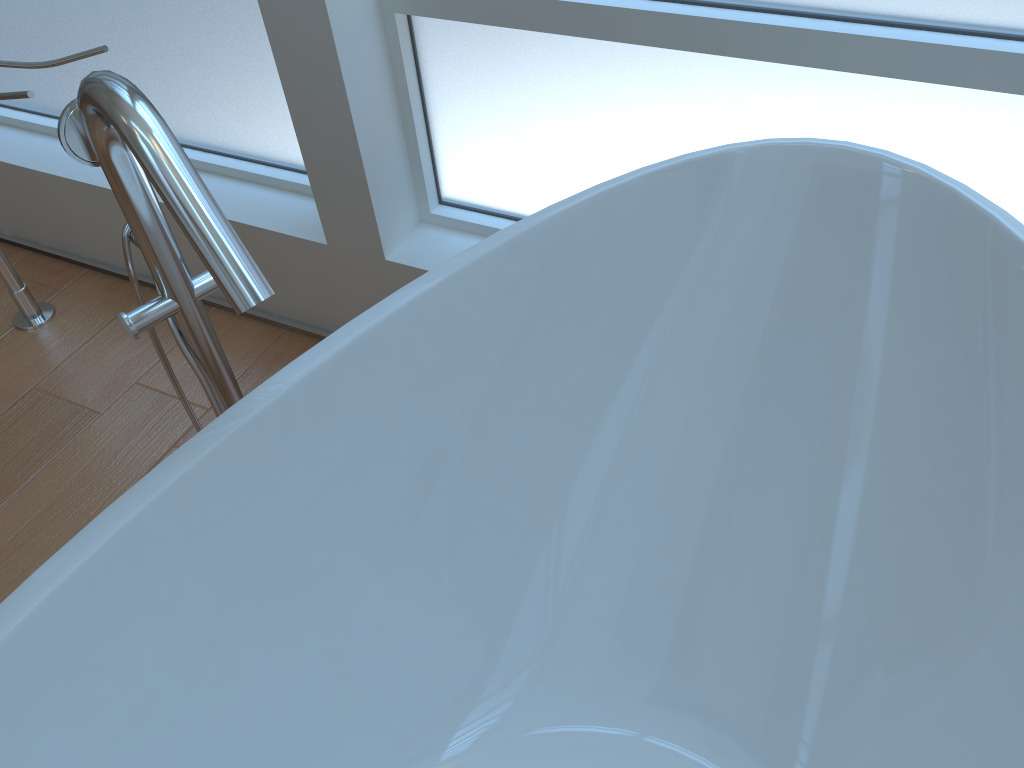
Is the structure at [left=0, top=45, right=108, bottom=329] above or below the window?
below

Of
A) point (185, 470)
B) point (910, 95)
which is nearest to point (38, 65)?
point (185, 470)

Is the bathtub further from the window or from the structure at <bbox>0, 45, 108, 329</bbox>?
the structure at <bbox>0, 45, 108, 329</bbox>

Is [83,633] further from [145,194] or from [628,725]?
[628,725]

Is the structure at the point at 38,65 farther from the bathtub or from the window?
the bathtub

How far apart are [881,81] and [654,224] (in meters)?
0.35

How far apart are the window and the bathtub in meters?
0.2 m

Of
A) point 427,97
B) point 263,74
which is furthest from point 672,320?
point 263,74

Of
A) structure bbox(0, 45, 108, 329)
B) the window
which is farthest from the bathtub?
structure bbox(0, 45, 108, 329)

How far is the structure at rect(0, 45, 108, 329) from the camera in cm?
136
